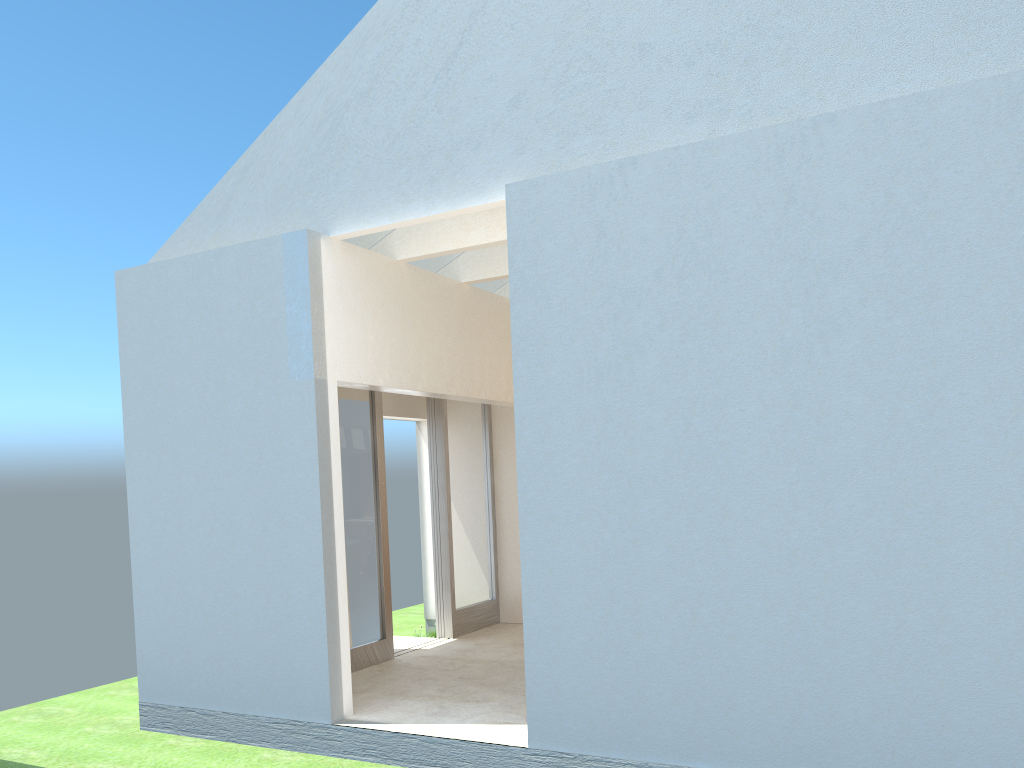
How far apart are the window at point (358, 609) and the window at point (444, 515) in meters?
2.6

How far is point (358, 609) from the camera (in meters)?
18.47

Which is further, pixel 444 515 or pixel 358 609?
pixel 444 515

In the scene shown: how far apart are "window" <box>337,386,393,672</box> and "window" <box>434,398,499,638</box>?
2.6 meters

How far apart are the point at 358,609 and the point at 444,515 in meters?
4.0 m

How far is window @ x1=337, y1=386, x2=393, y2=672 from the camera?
18.5m

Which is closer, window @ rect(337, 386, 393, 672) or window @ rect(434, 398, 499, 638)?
window @ rect(337, 386, 393, 672)

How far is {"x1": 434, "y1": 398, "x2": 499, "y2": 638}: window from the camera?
21.8m
